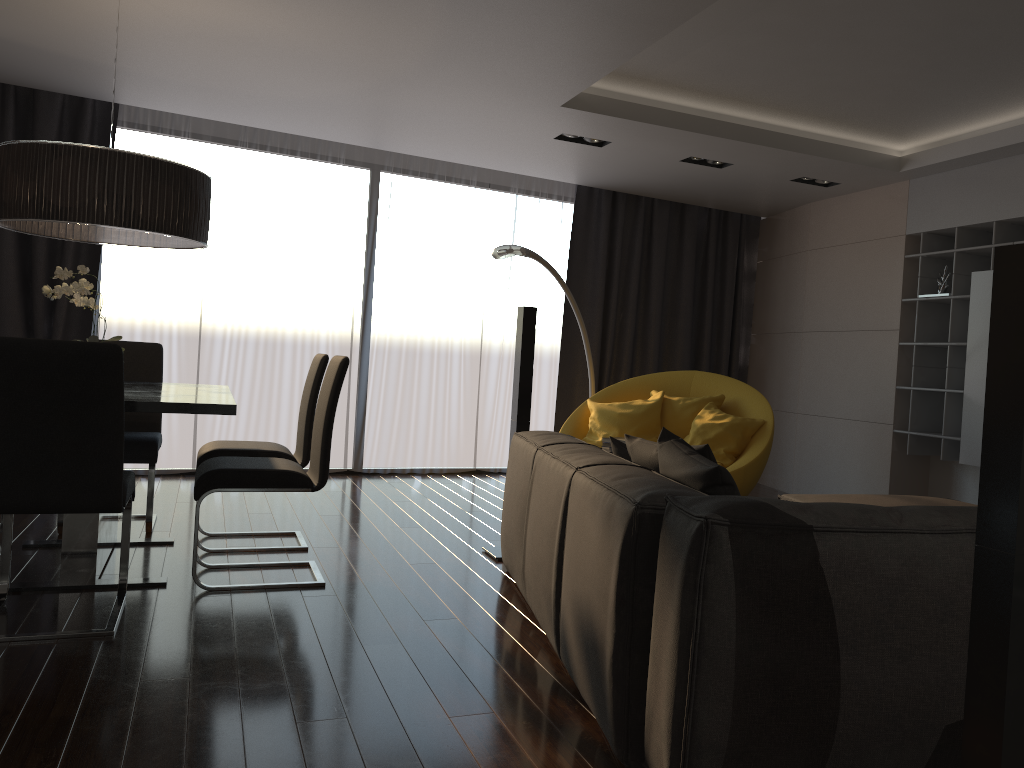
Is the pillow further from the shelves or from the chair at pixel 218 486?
the shelves

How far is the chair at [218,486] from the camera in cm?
362

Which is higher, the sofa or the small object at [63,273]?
the small object at [63,273]

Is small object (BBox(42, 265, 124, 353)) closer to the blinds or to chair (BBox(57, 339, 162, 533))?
chair (BBox(57, 339, 162, 533))

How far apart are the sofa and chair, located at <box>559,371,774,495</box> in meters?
1.9 m

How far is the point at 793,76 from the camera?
4.8 meters

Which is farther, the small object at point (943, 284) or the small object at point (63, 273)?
the small object at point (943, 284)

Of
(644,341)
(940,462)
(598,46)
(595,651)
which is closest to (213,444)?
(598,46)

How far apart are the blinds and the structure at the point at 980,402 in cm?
268

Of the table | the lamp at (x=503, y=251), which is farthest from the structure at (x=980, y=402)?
the table
